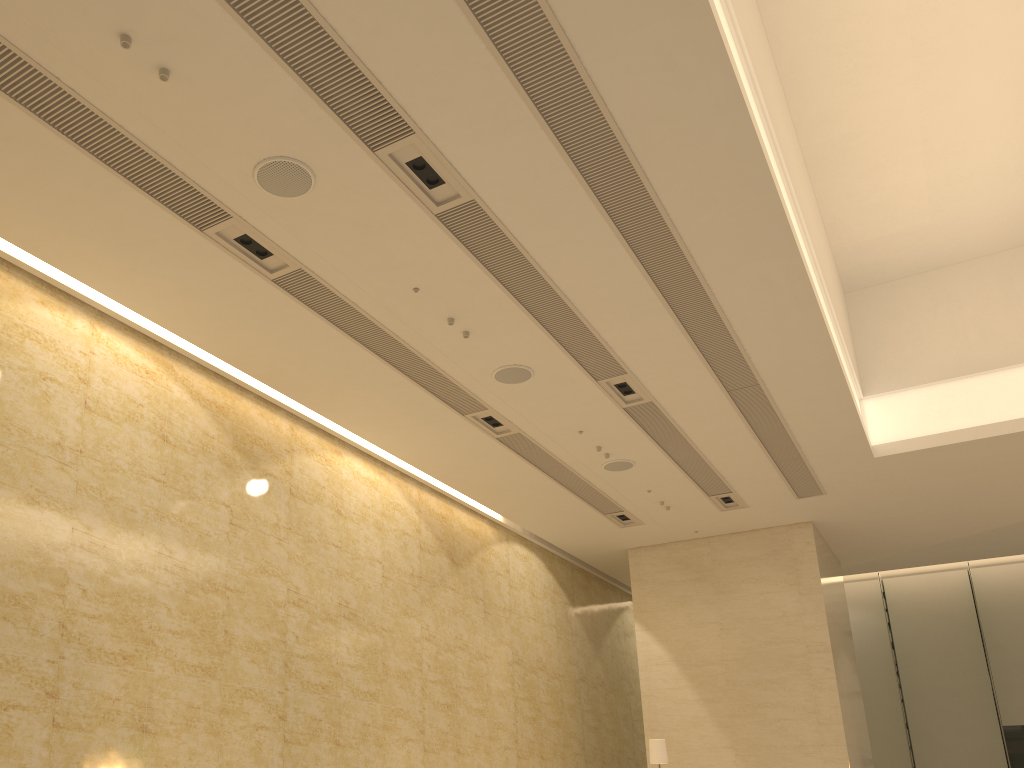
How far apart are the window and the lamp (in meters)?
14.19

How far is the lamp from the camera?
12.4 meters

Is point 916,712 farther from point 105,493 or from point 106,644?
point 105,493

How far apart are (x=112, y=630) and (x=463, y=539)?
6.7 meters

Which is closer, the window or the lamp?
A: the lamp

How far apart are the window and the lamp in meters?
14.2

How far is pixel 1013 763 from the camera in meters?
21.5 m

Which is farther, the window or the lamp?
the window

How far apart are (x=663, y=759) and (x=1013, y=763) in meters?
14.2

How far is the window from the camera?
21.5m
